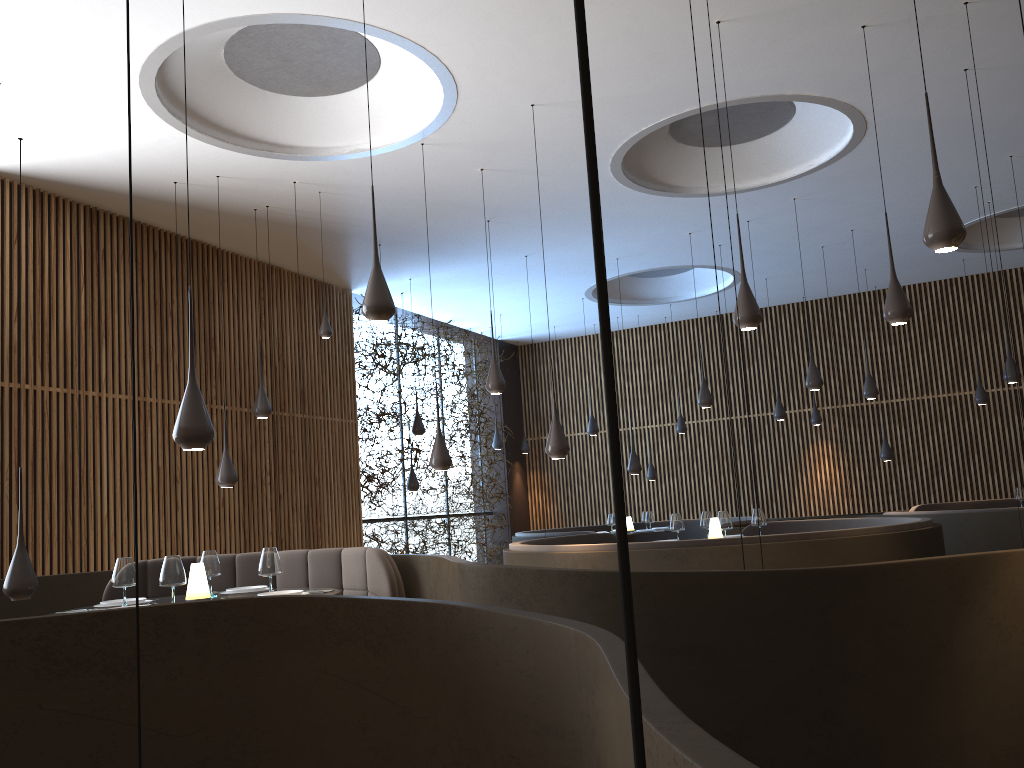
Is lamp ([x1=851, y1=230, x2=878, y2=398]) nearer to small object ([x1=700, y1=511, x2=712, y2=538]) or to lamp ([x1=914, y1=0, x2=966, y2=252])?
small object ([x1=700, y1=511, x2=712, y2=538])

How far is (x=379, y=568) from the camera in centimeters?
568cm

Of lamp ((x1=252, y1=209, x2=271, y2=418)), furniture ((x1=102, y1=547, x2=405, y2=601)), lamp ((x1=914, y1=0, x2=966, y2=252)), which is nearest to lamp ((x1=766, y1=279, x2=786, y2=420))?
lamp ((x1=252, y1=209, x2=271, y2=418))

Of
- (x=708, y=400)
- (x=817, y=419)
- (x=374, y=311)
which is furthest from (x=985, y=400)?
(x=374, y=311)

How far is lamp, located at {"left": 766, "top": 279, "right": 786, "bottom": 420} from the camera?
13.50m

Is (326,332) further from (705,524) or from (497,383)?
(705,524)

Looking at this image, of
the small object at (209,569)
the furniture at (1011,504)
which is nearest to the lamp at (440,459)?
the small object at (209,569)

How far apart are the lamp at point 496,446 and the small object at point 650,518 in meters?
3.5 m

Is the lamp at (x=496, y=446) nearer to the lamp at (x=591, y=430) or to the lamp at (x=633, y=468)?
the lamp at (x=591, y=430)

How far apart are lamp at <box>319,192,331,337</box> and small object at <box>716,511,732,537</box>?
4.2m
